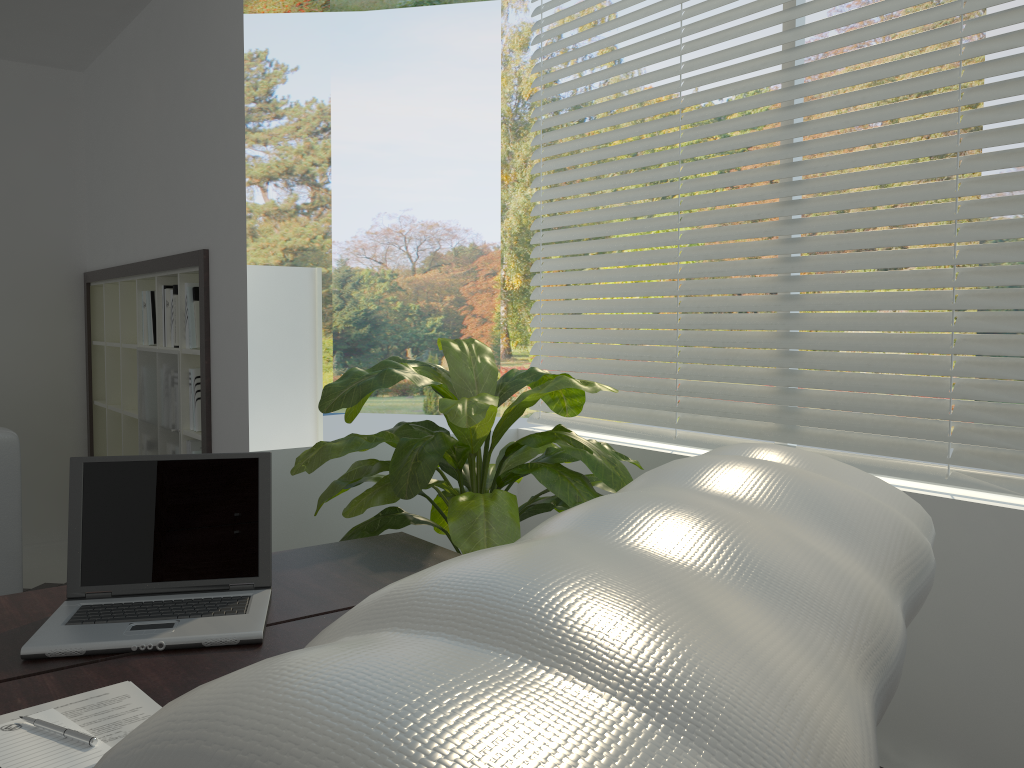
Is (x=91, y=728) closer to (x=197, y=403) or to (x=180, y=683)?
(x=180, y=683)

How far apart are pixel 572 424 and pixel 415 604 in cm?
338

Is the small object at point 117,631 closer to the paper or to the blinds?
the paper

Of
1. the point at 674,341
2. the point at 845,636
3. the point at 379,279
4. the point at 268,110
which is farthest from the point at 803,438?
the point at 268,110

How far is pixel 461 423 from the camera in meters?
2.3

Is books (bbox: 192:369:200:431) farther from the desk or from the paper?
the paper

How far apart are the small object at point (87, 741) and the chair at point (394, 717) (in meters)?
0.95

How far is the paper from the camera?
1.2m

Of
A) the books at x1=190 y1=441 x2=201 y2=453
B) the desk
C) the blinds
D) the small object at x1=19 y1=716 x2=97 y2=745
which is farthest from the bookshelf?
the small object at x1=19 y1=716 x2=97 y2=745

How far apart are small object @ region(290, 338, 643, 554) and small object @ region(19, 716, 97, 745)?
1.13m
